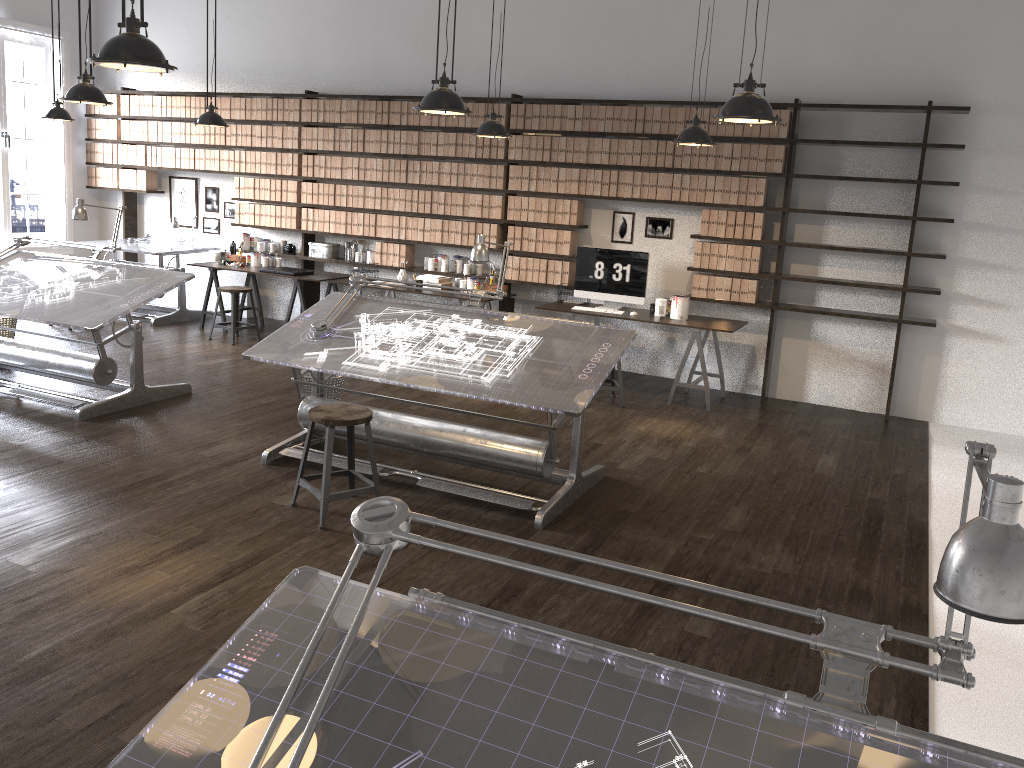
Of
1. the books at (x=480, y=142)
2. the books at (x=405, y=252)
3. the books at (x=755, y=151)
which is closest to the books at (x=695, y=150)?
the books at (x=755, y=151)

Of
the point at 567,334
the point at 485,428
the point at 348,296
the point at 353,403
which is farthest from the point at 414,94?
the point at 485,428

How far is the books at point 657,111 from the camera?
7.37m

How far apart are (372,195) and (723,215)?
3.44m

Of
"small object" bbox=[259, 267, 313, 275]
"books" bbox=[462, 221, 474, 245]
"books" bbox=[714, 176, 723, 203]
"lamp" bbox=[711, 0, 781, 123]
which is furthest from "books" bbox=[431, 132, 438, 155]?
"lamp" bbox=[711, 0, 781, 123]

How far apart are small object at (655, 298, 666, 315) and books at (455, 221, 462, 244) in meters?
2.1

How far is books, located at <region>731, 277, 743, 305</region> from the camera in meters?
7.3

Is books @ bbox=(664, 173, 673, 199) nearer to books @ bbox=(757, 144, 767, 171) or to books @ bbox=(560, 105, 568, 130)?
books @ bbox=(757, 144, 767, 171)

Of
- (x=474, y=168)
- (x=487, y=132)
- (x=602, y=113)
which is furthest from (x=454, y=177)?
(x=487, y=132)

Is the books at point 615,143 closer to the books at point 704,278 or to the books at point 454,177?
the books at point 704,278
